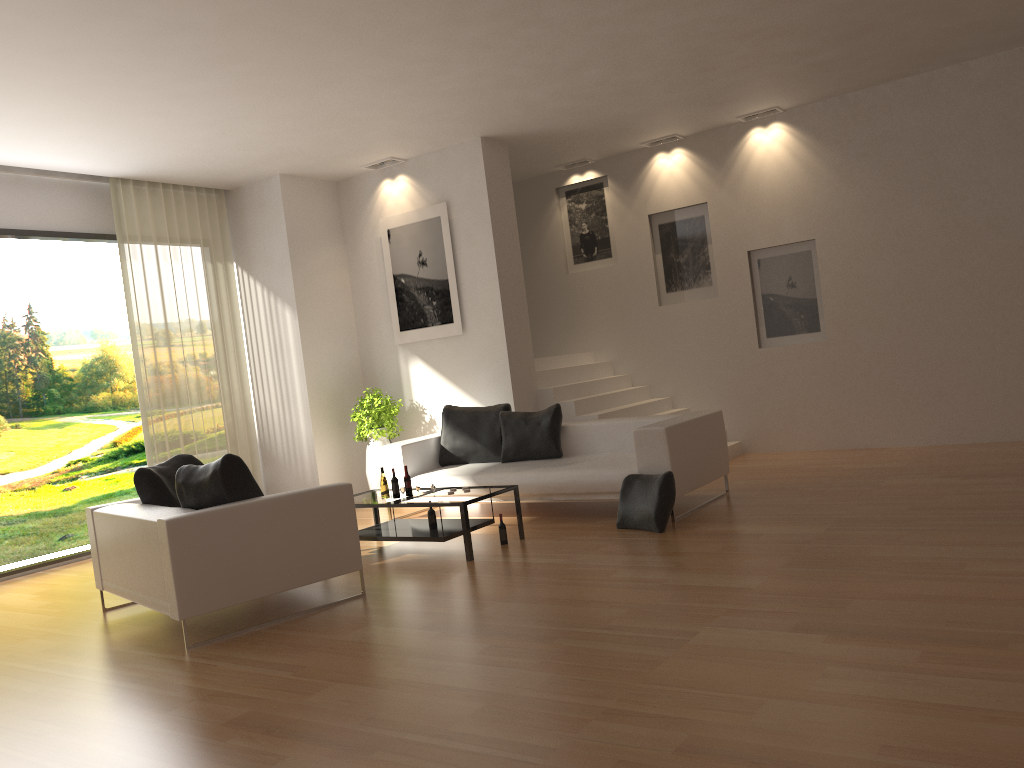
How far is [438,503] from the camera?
6.50m

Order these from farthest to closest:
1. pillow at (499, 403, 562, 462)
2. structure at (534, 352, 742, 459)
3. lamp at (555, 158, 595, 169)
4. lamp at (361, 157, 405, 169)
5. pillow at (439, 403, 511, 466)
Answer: lamp at (555, 158, 595, 169), lamp at (361, 157, 405, 169), structure at (534, 352, 742, 459), pillow at (439, 403, 511, 466), pillow at (499, 403, 562, 462)

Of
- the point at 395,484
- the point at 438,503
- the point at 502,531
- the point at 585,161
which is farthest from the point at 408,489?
the point at 585,161

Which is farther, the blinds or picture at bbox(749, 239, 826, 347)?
picture at bbox(749, 239, 826, 347)

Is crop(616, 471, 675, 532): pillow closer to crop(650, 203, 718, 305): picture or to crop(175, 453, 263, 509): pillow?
crop(175, 453, 263, 509): pillow

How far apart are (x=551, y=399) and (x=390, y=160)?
3.20m

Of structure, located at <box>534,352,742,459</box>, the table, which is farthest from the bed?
structure, located at <box>534,352,742,459</box>

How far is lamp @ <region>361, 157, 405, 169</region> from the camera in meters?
9.8 m

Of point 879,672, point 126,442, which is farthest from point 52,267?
point 879,672

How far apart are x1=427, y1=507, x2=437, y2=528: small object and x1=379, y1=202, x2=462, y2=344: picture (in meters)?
3.04
